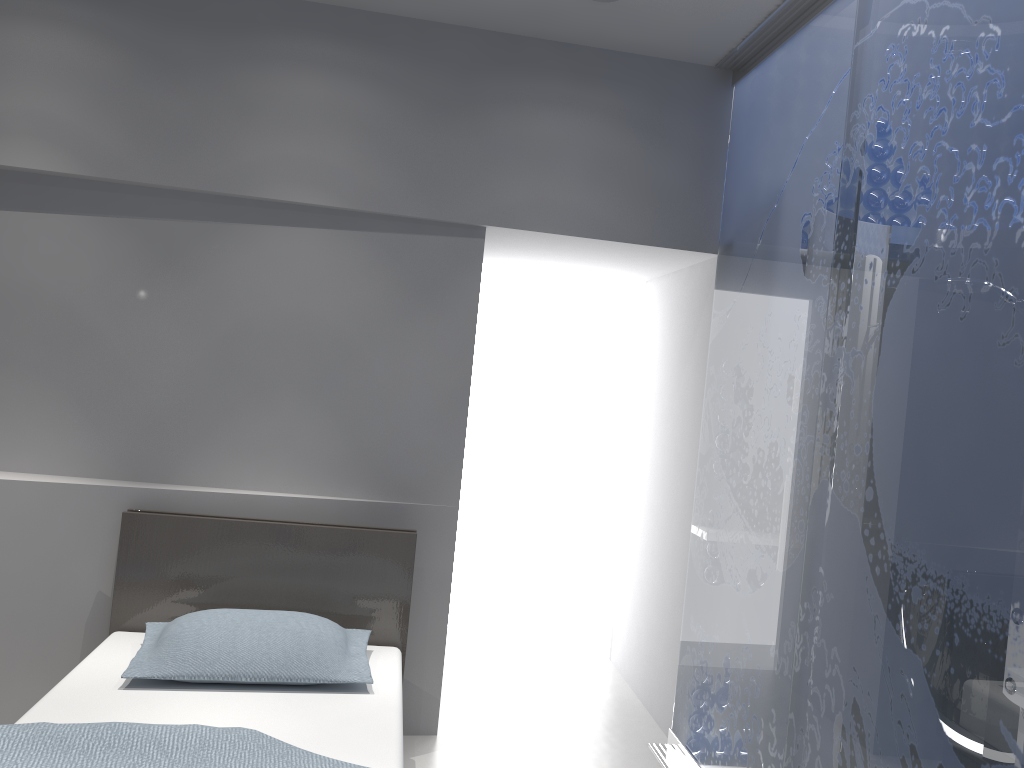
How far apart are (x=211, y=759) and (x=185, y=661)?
0.6m

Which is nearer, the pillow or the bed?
the bed

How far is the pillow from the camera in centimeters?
260cm

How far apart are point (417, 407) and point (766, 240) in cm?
143

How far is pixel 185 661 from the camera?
2.60m

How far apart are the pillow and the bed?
0.0m

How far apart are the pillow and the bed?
0.03m

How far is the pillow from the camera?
2.6m
